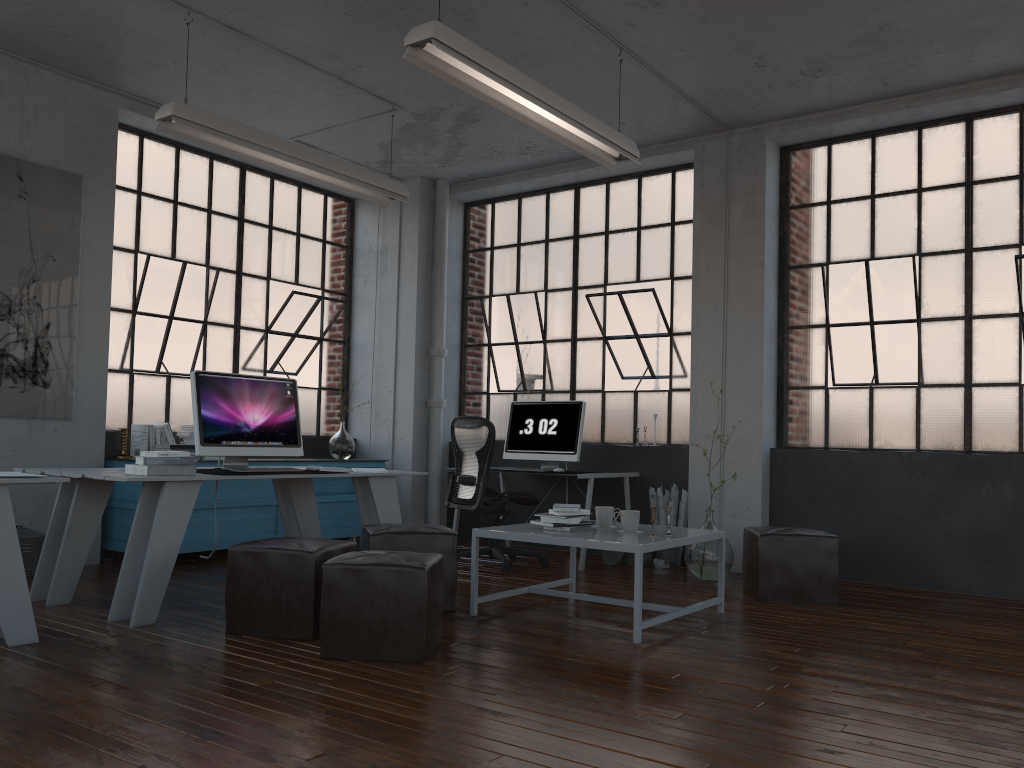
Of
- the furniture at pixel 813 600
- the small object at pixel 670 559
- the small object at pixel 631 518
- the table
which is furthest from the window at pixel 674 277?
the small object at pixel 631 518

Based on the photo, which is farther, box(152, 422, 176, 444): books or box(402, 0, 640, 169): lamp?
box(152, 422, 176, 444): books

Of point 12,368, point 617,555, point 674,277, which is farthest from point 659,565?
point 12,368

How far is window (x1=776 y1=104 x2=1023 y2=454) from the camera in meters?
5.8

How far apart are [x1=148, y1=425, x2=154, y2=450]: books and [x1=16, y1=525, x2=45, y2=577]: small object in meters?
→ 1.0 m

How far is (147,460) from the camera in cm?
431

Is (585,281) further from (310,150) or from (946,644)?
(946,644)

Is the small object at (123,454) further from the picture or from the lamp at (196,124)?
the lamp at (196,124)

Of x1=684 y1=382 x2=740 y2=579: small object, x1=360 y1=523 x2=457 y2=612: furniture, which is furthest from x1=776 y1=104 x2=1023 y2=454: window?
x1=360 y1=523 x2=457 y2=612: furniture

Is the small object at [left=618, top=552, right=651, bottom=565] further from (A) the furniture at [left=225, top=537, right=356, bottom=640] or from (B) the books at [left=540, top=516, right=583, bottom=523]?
(A) the furniture at [left=225, top=537, right=356, bottom=640]
